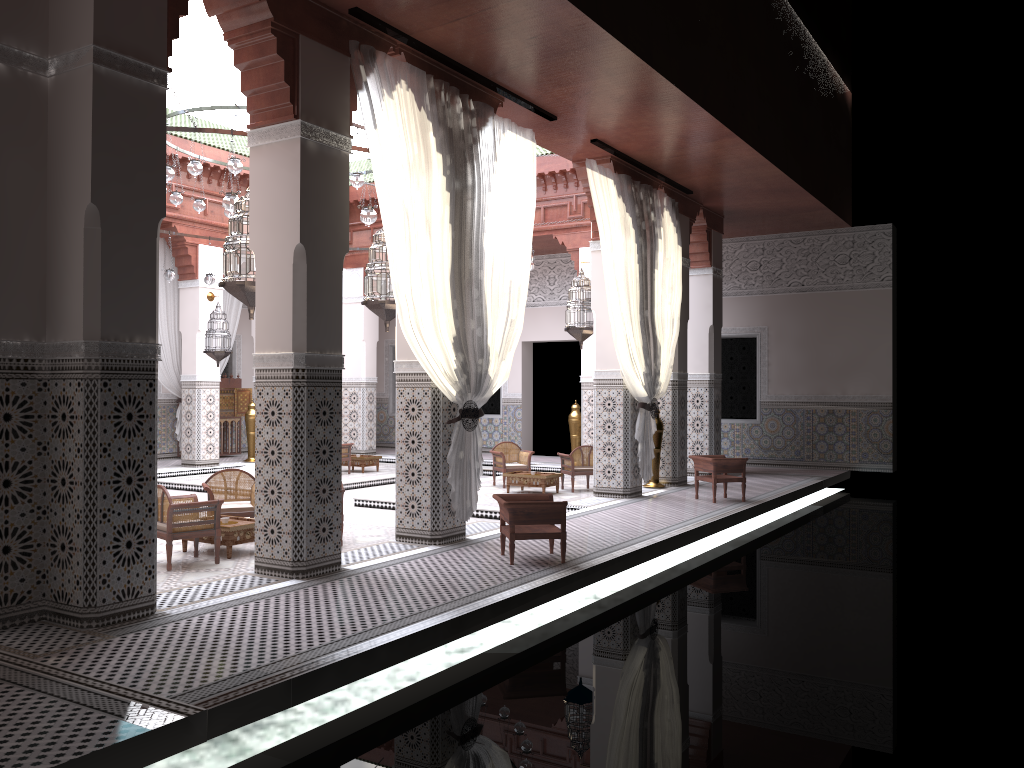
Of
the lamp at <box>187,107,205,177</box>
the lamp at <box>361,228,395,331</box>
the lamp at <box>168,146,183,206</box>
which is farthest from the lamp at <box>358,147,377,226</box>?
the lamp at <box>168,146,183,206</box>

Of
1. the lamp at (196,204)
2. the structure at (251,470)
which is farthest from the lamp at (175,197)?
the structure at (251,470)

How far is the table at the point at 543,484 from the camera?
5.7 meters

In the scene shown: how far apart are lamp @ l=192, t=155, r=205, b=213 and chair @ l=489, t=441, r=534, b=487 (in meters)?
2.51

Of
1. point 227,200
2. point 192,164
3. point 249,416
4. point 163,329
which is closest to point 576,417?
point 249,416

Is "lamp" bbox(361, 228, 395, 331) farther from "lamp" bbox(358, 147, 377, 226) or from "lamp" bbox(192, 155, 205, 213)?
"lamp" bbox(192, 155, 205, 213)

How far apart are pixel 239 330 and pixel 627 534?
5.85m

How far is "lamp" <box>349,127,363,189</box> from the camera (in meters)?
4.93

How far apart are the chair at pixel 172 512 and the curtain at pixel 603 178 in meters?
2.3

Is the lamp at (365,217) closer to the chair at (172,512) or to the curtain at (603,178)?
the curtain at (603,178)
